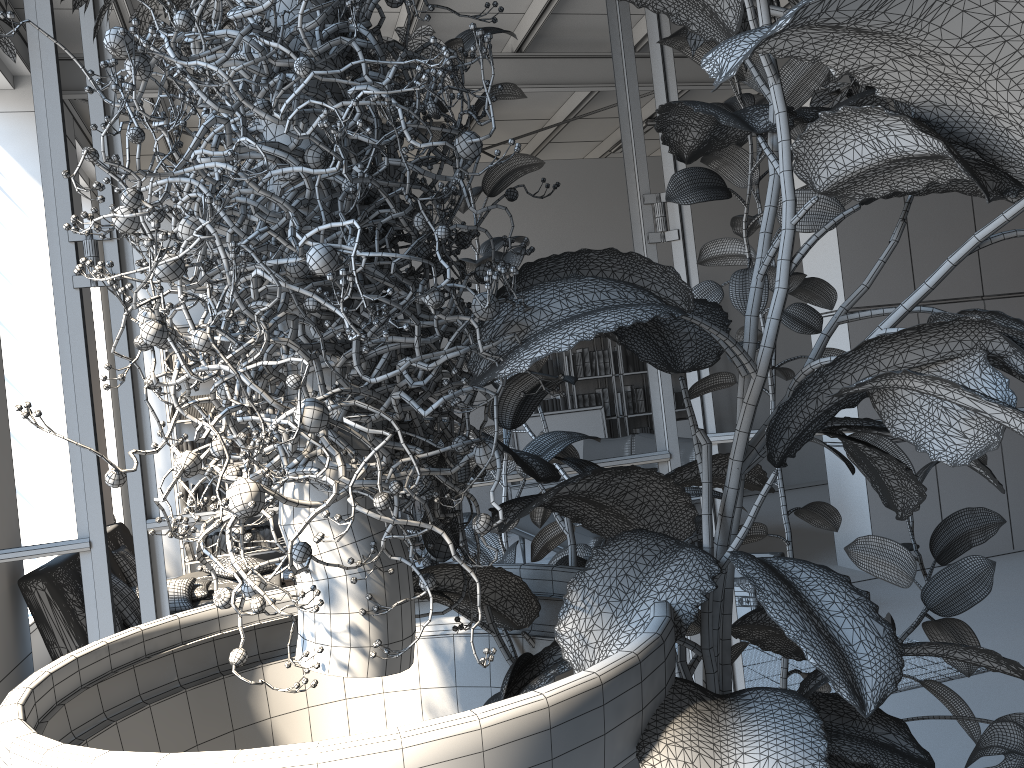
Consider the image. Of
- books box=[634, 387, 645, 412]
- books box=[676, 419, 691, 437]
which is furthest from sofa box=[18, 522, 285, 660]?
books box=[676, 419, 691, 437]

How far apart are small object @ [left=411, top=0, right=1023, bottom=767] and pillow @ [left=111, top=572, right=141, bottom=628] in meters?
4.0

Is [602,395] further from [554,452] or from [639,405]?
[554,452]

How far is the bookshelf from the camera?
7.8m

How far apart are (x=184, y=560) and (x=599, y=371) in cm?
427

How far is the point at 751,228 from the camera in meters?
2.0 m

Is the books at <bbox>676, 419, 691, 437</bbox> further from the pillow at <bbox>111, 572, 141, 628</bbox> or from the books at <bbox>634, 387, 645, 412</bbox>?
the pillow at <bbox>111, 572, 141, 628</bbox>

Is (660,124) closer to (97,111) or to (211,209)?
(211,209)

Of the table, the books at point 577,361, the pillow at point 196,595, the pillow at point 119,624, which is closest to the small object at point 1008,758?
the table

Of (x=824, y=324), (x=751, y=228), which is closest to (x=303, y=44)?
(x=751, y=228)
